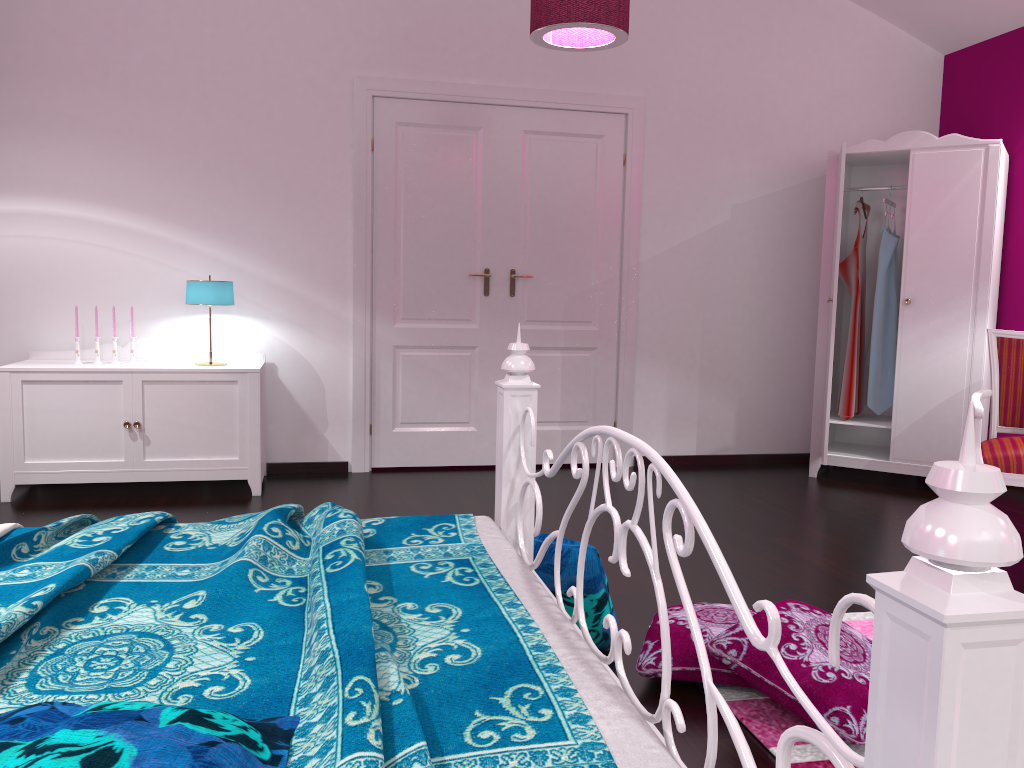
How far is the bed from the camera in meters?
0.7

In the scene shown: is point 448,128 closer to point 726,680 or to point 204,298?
point 204,298

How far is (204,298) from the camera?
4.2 meters

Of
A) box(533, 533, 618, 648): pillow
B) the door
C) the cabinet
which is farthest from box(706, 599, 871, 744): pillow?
the door

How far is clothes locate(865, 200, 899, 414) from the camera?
4.9m

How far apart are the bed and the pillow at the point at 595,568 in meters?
0.1

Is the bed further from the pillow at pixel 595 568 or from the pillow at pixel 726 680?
the pillow at pixel 726 680

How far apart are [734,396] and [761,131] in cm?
157

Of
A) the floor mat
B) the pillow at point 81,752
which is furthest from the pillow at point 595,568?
the pillow at point 81,752

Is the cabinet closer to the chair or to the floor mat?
the floor mat
